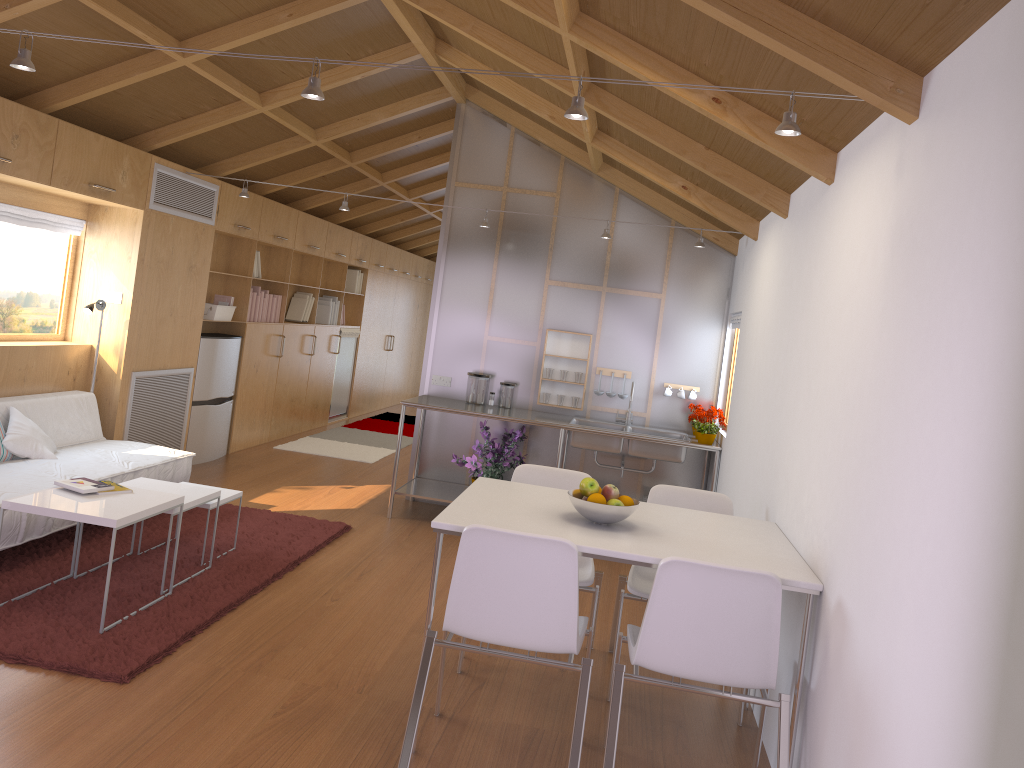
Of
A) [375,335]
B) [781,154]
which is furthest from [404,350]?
[781,154]

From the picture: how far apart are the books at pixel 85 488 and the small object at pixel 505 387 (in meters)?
3.03

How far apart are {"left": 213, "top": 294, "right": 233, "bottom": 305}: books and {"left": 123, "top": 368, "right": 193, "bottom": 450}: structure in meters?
0.8

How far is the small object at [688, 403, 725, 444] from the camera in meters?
5.7

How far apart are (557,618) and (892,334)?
1.3 meters

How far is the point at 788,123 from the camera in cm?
243

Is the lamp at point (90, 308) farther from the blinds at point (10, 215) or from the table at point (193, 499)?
the table at point (193, 499)

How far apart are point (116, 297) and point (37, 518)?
2.0 meters

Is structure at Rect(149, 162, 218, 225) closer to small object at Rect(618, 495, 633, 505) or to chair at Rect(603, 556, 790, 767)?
small object at Rect(618, 495, 633, 505)

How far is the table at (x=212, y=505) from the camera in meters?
4.4 m
